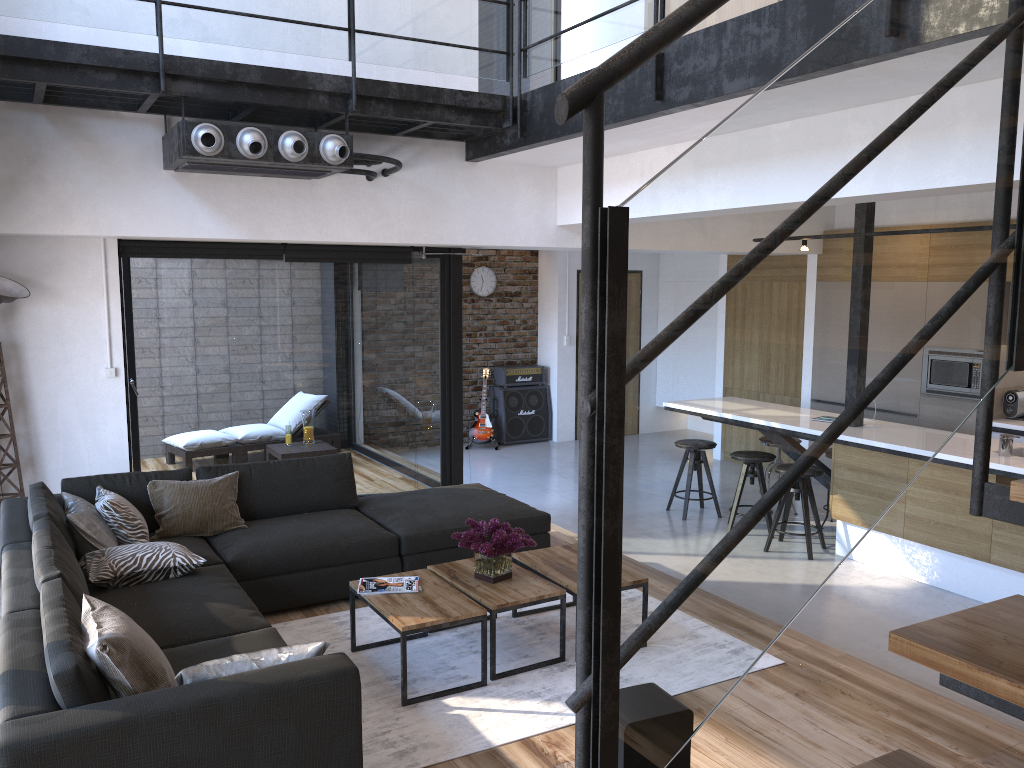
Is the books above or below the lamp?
below

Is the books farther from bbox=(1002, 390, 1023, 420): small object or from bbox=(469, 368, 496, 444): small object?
bbox=(469, 368, 496, 444): small object

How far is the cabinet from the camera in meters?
5.3 m

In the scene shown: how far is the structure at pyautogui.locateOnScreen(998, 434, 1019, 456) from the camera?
5.5 meters

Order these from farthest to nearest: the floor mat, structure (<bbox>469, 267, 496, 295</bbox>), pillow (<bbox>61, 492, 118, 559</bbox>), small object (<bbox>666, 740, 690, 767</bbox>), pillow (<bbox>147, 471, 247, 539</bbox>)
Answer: structure (<bbox>469, 267, 496, 295</bbox>) → pillow (<bbox>147, 471, 247, 539</bbox>) → pillow (<bbox>61, 492, 118, 559</bbox>) → the floor mat → small object (<bbox>666, 740, 690, 767</bbox>)

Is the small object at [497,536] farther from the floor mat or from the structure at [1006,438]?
the structure at [1006,438]

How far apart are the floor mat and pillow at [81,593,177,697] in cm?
87

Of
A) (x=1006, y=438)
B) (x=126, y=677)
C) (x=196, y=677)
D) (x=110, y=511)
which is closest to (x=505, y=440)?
(x=1006, y=438)

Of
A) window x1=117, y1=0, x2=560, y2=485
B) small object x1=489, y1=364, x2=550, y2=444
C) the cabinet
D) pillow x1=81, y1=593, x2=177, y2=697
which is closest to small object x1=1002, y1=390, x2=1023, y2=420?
the cabinet

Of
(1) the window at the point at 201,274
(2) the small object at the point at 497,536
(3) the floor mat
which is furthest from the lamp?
(2) the small object at the point at 497,536
